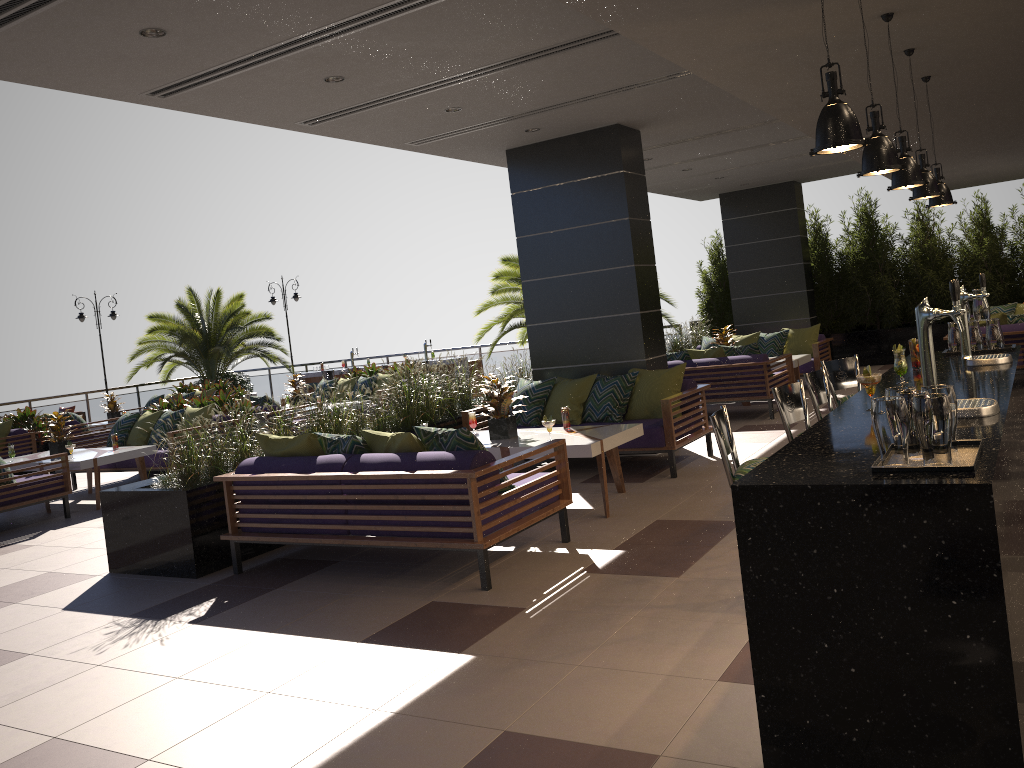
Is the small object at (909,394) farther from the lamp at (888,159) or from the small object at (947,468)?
the lamp at (888,159)

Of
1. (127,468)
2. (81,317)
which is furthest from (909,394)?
(81,317)

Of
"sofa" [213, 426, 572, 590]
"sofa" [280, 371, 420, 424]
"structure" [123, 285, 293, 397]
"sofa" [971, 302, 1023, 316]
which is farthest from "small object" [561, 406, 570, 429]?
"structure" [123, 285, 293, 397]

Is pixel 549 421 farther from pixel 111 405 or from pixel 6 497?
pixel 111 405

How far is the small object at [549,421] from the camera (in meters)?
6.61

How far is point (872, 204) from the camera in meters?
15.1 m

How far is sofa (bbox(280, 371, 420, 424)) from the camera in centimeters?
1434cm

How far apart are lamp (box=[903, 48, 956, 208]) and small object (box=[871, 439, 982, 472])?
2.62m

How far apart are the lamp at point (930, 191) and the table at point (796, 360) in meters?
5.8

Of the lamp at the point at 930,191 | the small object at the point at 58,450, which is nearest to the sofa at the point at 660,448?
the lamp at the point at 930,191
